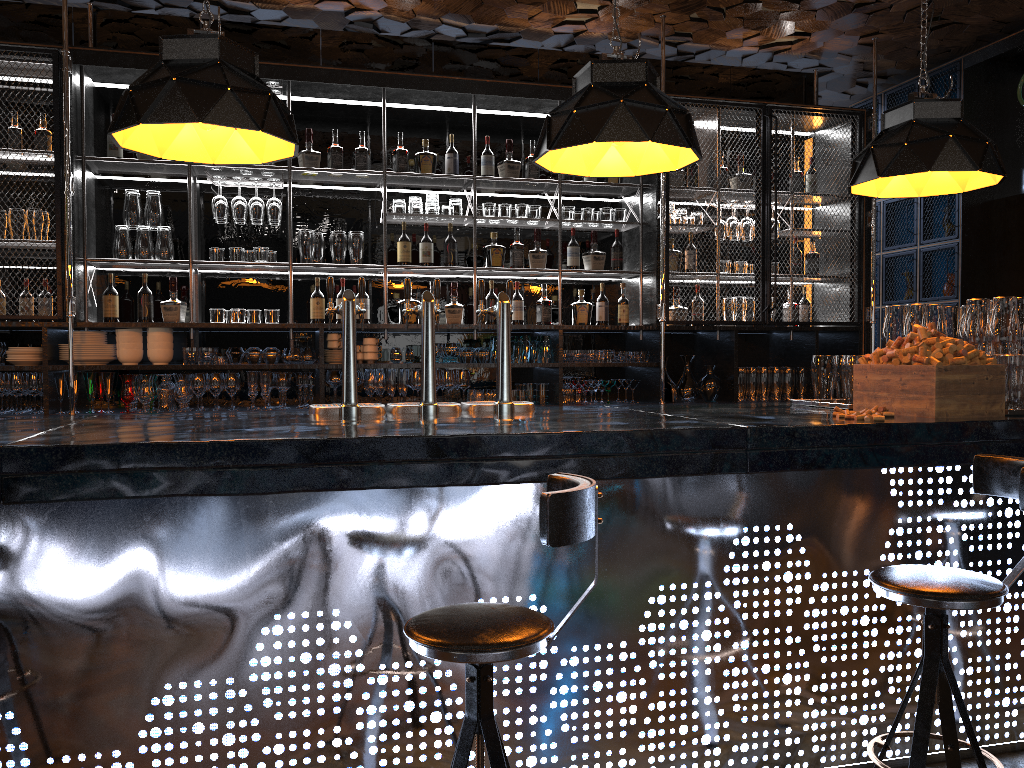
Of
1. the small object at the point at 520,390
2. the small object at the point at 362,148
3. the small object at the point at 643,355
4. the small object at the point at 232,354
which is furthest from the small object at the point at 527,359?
the small object at the point at 232,354

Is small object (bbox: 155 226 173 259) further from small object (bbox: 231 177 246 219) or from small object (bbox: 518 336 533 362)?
small object (bbox: 518 336 533 362)

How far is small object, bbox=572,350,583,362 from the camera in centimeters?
570cm

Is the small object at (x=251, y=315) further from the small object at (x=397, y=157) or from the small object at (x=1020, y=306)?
the small object at (x=1020, y=306)

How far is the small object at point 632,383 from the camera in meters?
5.8 m

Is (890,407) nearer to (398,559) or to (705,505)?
(705,505)

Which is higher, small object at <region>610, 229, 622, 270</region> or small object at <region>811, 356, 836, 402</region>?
small object at <region>610, 229, 622, 270</region>

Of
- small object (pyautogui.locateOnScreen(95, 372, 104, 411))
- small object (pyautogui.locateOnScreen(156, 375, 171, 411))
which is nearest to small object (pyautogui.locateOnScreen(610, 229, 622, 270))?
small object (pyautogui.locateOnScreen(156, 375, 171, 411))

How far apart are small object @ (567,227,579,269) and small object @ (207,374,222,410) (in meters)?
2.35

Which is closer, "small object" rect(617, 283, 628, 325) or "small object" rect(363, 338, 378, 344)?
"small object" rect(363, 338, 378, 344)
